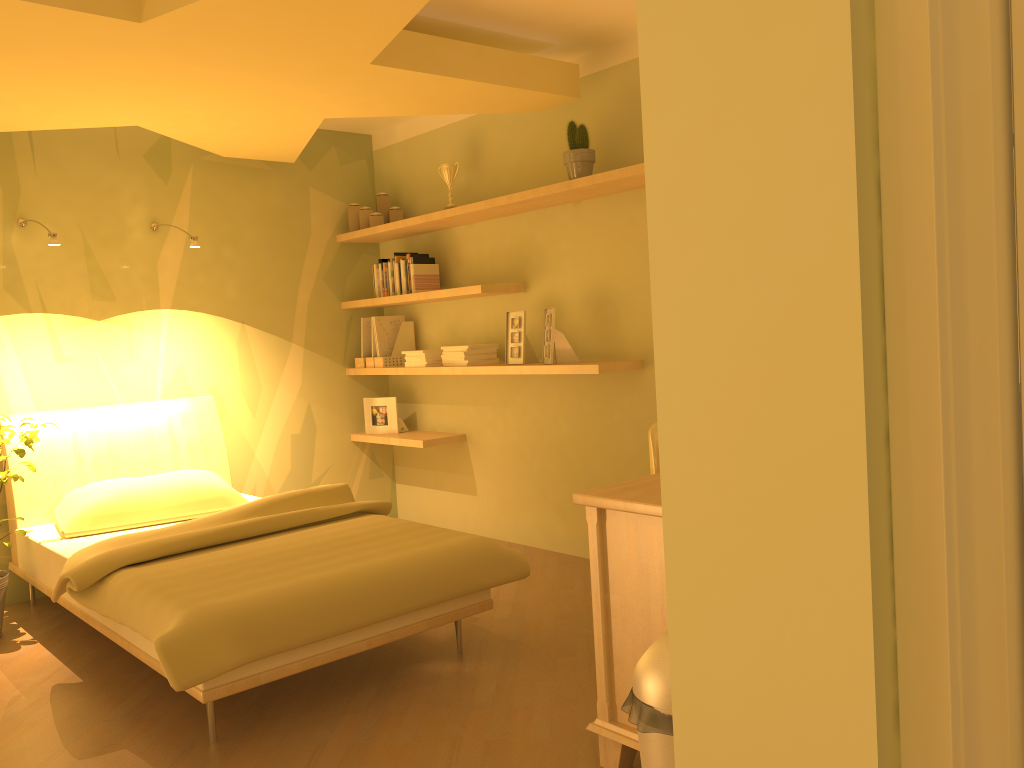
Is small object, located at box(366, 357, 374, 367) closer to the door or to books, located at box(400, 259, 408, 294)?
books, located at box(400, 259, 408, 294)

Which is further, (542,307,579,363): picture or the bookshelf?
(542,307,579,363): picture

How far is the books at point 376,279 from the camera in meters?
5.2

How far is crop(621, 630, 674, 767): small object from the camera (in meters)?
1.67

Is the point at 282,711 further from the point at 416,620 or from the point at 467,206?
the point at 467,206

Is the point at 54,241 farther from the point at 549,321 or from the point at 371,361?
the point at 549,321

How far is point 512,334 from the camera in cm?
441

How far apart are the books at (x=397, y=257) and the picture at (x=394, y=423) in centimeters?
84cm

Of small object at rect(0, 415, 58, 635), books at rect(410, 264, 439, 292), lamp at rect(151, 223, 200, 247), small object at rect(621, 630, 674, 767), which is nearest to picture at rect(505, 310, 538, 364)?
books at rect(410, 264, 439, 292)

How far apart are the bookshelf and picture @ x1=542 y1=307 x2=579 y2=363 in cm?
8
